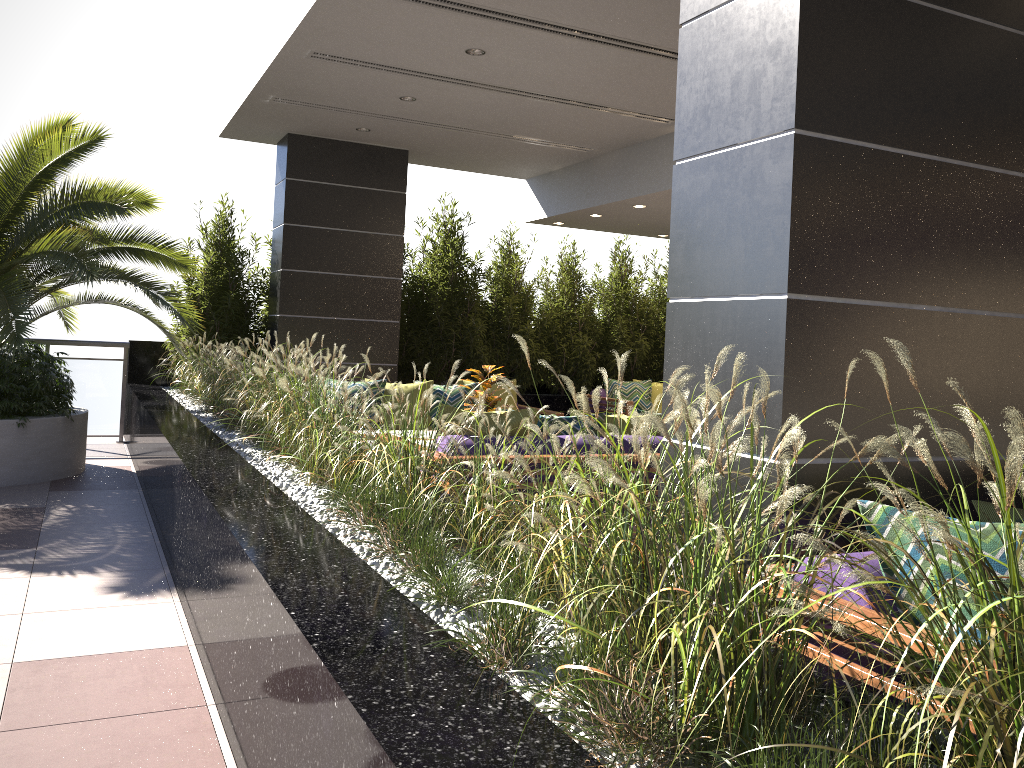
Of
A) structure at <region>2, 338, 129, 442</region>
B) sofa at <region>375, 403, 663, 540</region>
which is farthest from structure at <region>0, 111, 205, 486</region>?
sofa at <region>375, 403, 663, 540</region>

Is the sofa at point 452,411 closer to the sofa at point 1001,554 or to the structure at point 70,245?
the sofa at point 1001,554

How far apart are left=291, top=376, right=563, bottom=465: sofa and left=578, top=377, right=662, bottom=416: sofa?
2.2 meters

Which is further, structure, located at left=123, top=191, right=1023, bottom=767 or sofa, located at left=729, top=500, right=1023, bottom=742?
sofa, located at left=729, top=500, right=1023, bottom=742

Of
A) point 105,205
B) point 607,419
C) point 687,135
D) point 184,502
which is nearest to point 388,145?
point 105,205

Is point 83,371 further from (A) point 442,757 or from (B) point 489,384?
(A) point 442,757

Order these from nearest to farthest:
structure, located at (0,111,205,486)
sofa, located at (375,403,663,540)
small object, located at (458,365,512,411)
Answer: sofa, located at (375,403,663,540)
small object, located at (458,365,512,411)
structure, located at (0,111,205,486)

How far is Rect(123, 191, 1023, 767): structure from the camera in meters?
1.4

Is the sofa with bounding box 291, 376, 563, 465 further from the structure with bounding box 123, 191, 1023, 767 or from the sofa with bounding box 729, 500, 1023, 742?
the sofa with bounding box 729, 500, 1023, 742

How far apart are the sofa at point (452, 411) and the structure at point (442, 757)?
0.63m
